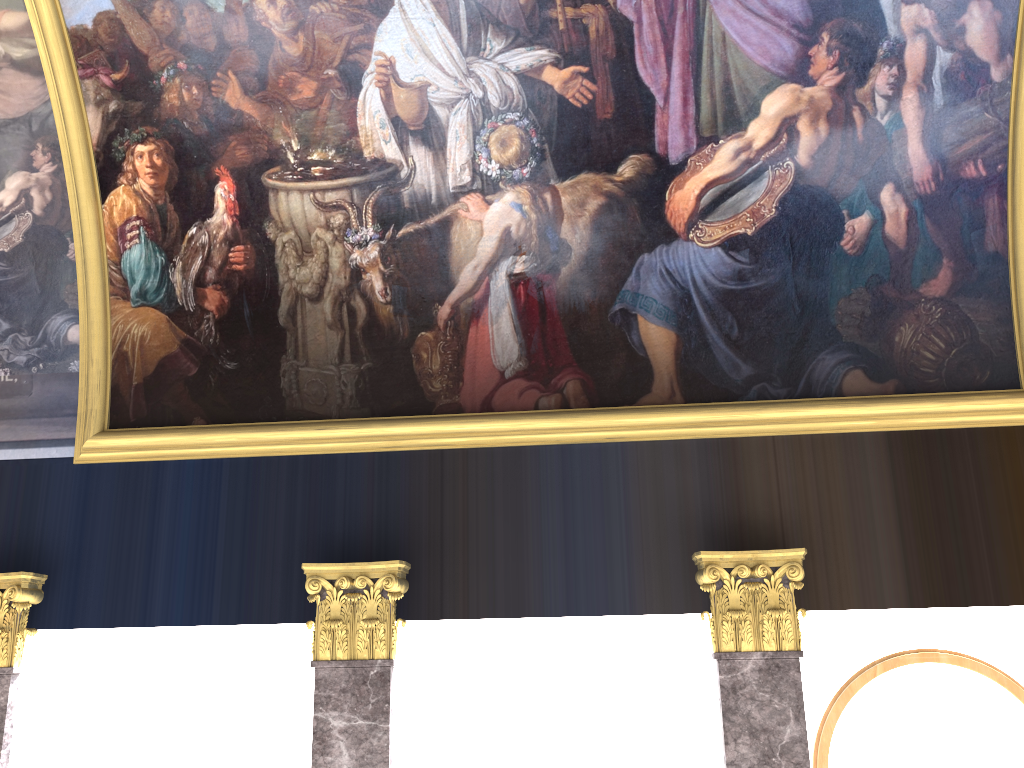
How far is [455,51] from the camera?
8.1 meters

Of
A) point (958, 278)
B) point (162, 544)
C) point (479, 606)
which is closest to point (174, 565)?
point (162, 544)

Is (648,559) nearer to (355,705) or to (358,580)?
(358,580)
